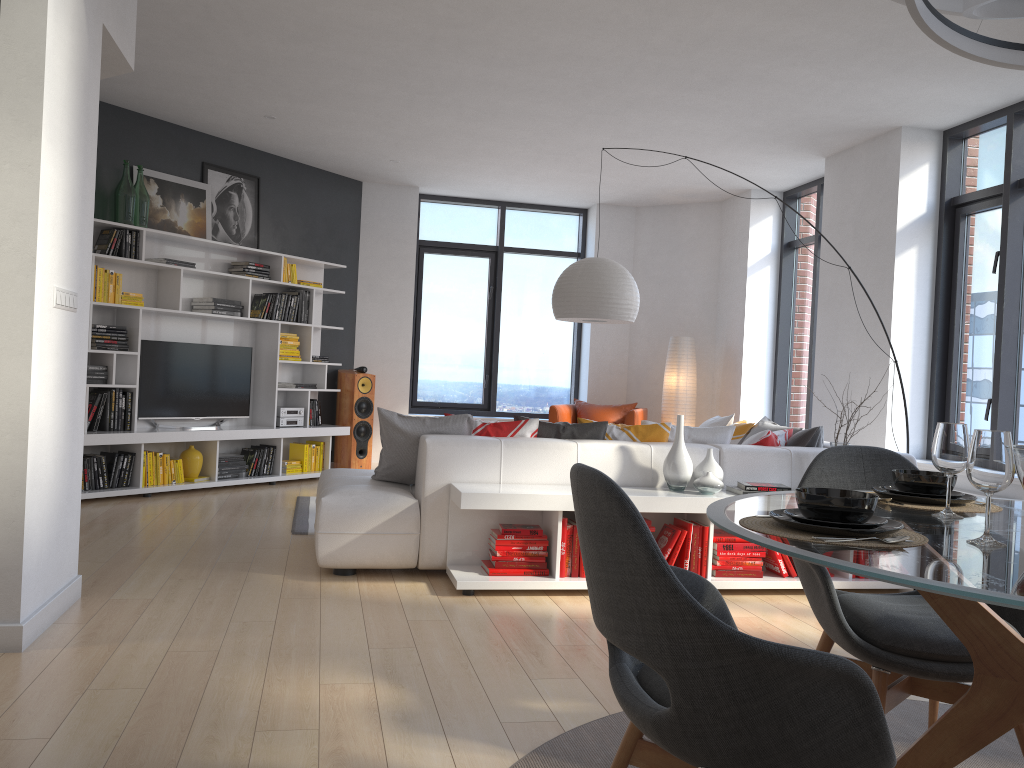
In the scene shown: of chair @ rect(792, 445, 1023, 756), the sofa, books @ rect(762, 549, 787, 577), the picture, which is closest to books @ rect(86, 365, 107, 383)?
the picture

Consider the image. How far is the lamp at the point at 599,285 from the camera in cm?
578

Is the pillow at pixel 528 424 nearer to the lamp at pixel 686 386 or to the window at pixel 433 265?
the lamp at pixel 686 386

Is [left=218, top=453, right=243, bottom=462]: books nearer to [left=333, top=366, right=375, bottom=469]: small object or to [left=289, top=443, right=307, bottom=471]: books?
[left=289, top=443, right=307, bottom=471]: books

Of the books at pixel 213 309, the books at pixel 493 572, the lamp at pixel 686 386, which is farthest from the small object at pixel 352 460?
the books at pixel 493 572

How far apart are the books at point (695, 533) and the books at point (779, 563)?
0.45m

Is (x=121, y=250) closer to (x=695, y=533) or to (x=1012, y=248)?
(x=695, y=533)

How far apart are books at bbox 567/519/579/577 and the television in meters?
4.2

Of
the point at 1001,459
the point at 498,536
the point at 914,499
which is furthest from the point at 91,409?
the point at 1001,459

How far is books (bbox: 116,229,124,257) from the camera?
6.68m
